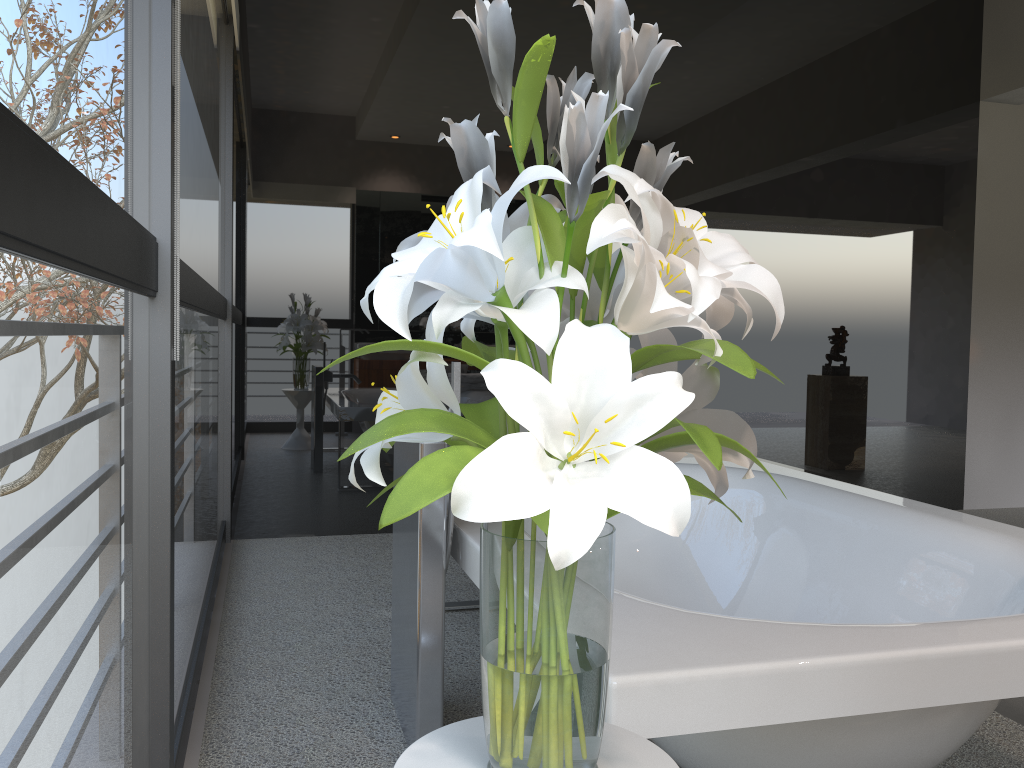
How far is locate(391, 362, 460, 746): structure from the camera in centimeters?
190cm

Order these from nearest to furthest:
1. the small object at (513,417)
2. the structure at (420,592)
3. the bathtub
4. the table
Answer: the small object at (513,417) → the table → the bathtub → the structure at (420,592)

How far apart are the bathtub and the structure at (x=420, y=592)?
0.03m

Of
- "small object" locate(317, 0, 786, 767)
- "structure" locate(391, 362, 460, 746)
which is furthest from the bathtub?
"small object" locate(317, 0, 786, 767)

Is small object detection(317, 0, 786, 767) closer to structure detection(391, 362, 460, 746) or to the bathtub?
the bathtub

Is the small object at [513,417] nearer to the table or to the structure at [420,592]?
the table

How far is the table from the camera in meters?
1.0 m

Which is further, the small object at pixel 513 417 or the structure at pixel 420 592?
the structure at pixel 420 592

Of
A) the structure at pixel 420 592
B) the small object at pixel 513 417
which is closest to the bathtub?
the structure at pixel 420 592

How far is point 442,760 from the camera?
0.96m
